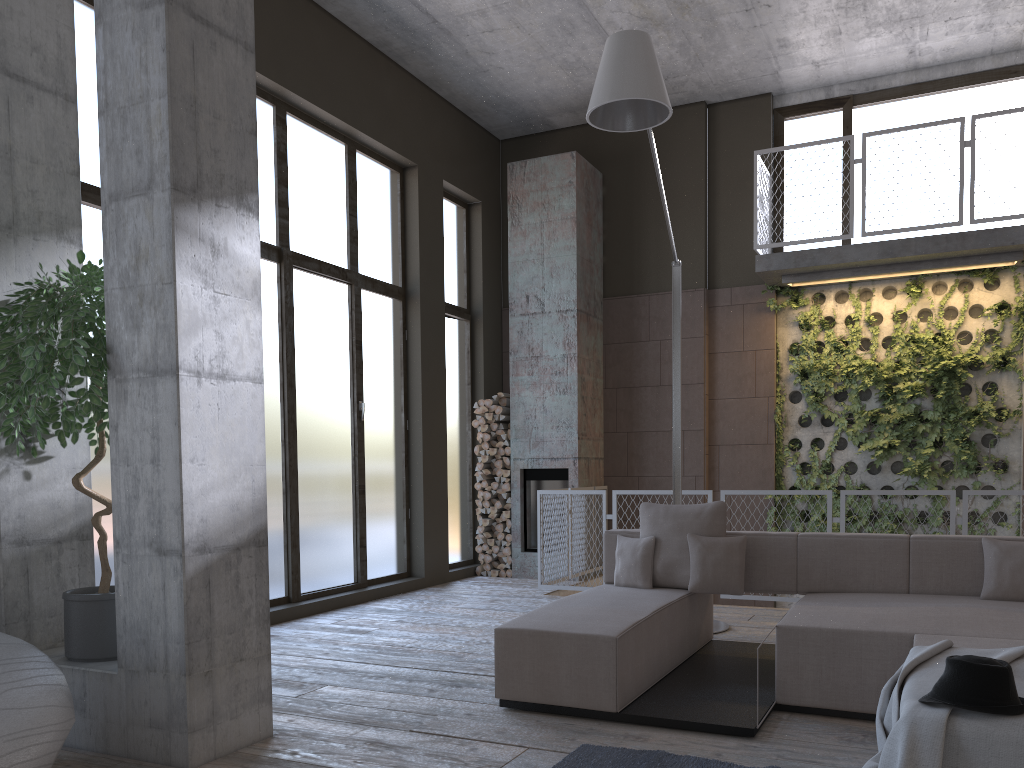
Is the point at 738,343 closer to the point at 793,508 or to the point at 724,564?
the point at 793,508

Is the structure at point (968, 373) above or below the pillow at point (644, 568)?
above

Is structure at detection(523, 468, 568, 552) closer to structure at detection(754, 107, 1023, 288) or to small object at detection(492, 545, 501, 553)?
small object at detection(492, 545, 501, 553)

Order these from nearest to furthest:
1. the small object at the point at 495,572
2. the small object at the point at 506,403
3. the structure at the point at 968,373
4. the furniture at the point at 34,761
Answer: the furniture at the point at 34,761 < the structure at the point at 968,373 < the small object at the point at 495,572 < the small object at the point at 506,403

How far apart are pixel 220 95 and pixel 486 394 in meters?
6.7

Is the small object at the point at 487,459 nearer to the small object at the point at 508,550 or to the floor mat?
the small object at the point at 508,550

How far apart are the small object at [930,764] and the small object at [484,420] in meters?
6.7

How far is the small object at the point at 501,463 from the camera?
9.7 meters

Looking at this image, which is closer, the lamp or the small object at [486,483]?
the lamp

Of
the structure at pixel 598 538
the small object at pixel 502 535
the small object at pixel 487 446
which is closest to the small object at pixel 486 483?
the small object at pixel 487 446
